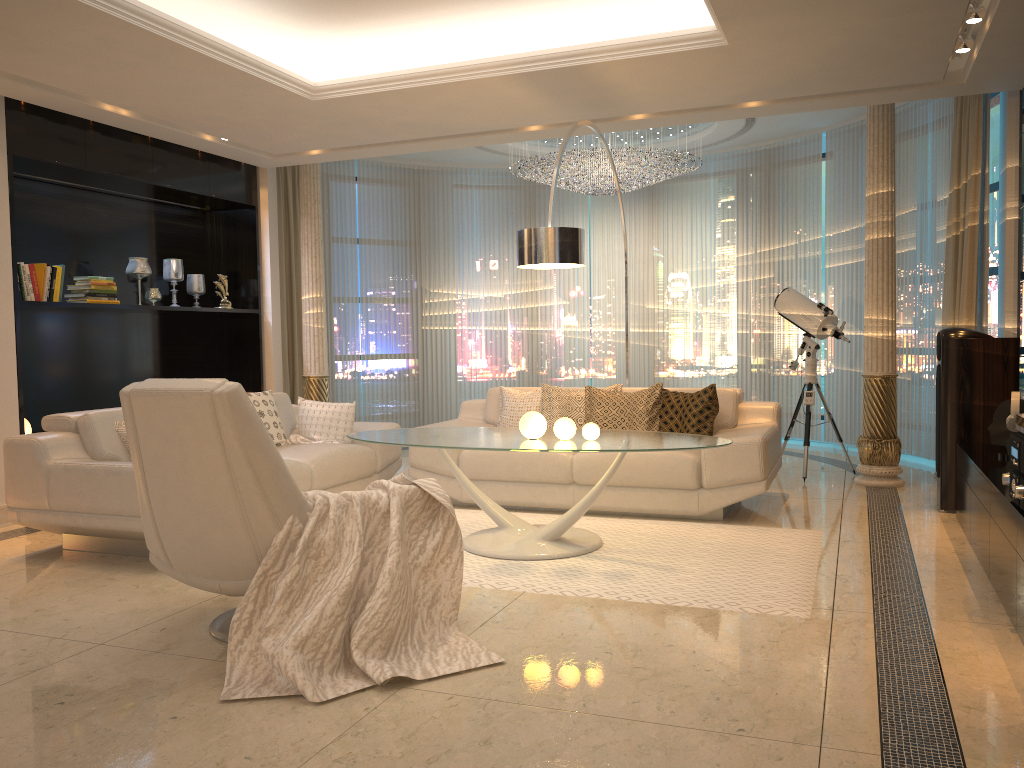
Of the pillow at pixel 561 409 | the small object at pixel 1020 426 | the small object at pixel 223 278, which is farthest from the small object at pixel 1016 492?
the small object at pixel 223 278

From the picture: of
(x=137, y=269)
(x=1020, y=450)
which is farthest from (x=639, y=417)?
(x=137, y=269)

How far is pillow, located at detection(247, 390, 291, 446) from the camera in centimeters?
585cm

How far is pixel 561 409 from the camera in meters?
6.0 m

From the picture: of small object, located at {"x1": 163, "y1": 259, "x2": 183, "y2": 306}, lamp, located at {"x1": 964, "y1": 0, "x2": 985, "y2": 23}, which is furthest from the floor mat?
small object, located at {"x1": 163, "y1": 259, "x2": 183, "y2": 306}

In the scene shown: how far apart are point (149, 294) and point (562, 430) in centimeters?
410cm

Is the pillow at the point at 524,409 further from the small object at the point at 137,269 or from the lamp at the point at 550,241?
the small object at the point at 137,269

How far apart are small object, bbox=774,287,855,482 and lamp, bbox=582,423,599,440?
2.84m

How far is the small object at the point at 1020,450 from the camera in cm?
323

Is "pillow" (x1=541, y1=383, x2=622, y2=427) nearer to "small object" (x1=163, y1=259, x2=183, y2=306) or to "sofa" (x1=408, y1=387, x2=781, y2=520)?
"sofa" (x1=408, y1=387, x2=781, y2=520)
